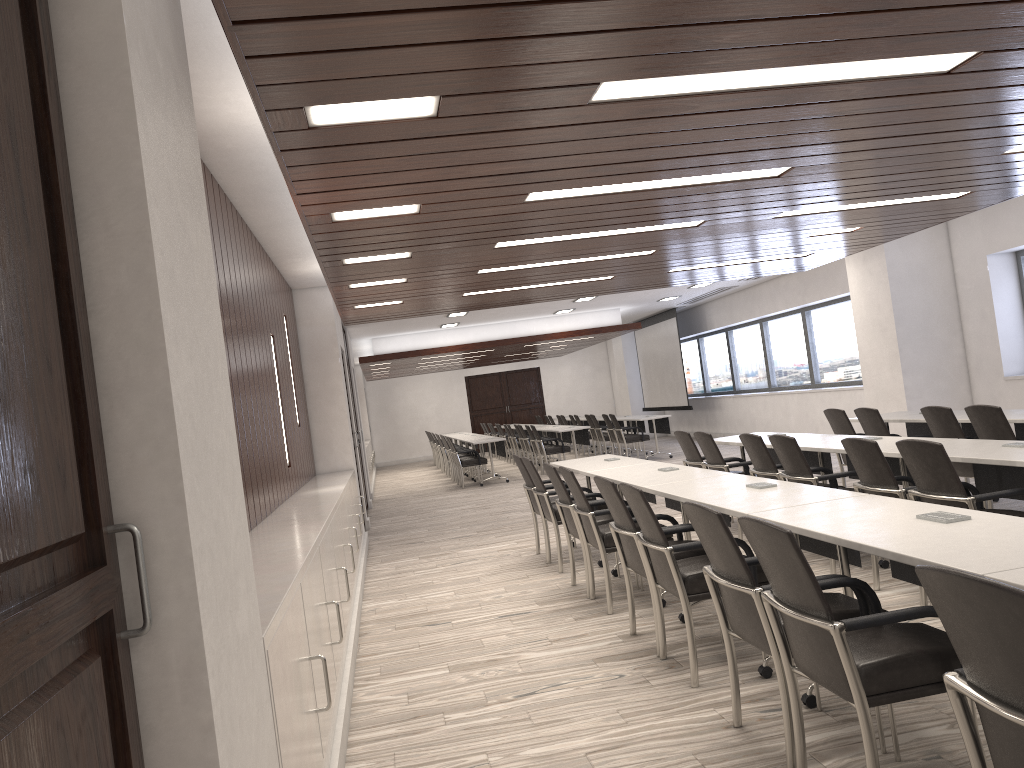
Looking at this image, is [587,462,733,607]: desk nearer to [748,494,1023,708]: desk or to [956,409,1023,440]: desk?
[748,494,1023,708]: desk

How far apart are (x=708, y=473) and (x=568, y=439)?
11.95m

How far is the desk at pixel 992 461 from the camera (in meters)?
4.51

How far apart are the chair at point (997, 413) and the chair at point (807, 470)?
1.12m

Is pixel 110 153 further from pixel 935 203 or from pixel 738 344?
pixel 738 344

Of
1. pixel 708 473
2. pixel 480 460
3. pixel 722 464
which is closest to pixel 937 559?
pixel 708 473

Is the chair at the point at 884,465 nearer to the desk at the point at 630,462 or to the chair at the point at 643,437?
the desk at the point at 630,462

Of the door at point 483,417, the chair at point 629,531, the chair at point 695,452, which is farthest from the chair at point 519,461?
the door at point 483,417

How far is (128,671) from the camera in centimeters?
155cm

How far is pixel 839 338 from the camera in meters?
14.5 m
